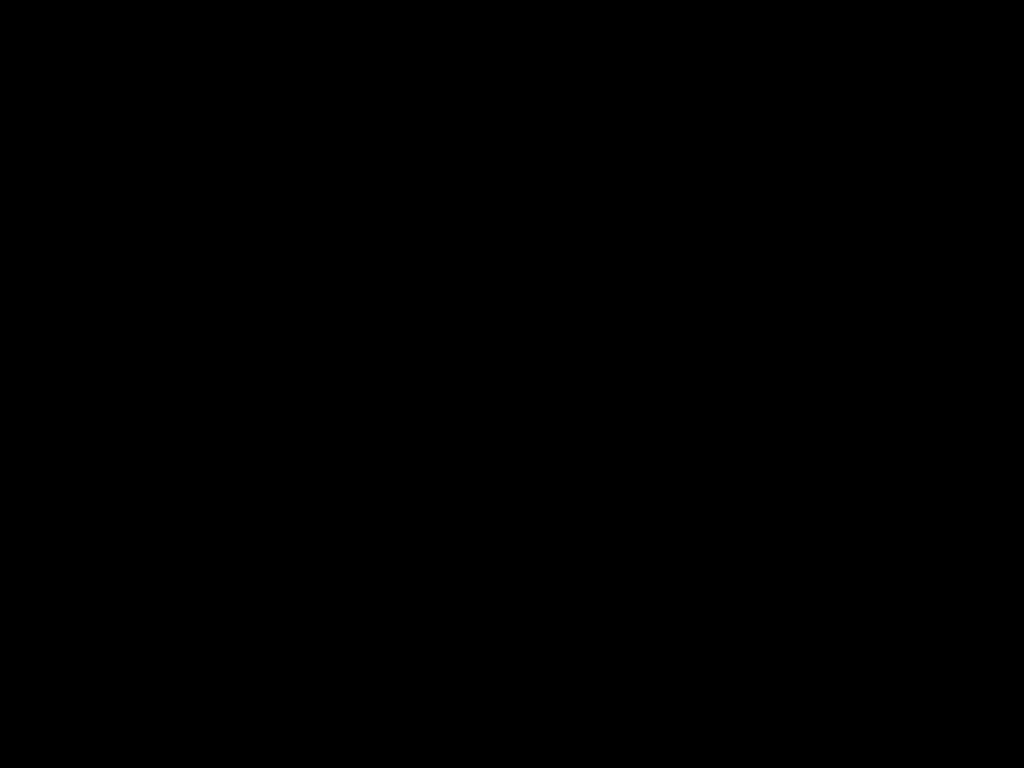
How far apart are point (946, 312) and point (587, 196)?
0.4 meters

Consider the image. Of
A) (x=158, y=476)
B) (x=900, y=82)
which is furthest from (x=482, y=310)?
(x=900, y=82)
